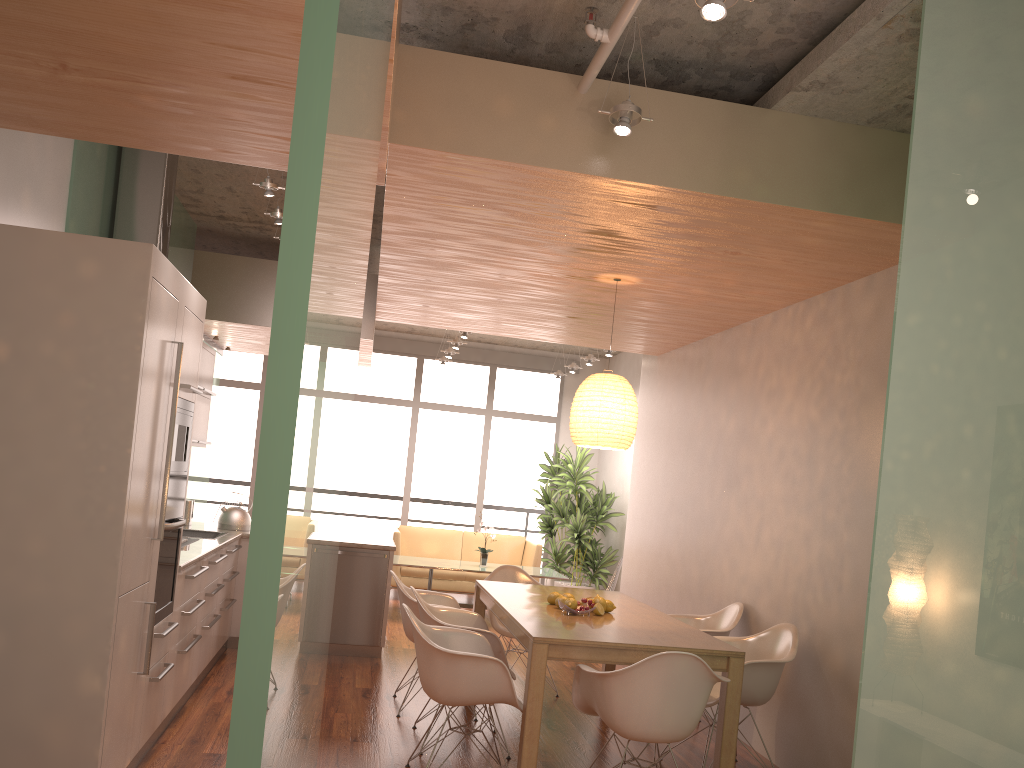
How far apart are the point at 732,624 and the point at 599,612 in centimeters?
118cm

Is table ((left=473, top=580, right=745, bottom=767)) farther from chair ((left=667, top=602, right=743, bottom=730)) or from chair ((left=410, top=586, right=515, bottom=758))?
chair ((left=667, top=602, right=743, bottom=730))

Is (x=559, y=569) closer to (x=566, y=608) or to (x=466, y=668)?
(x=566, y=608)

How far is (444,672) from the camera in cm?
397

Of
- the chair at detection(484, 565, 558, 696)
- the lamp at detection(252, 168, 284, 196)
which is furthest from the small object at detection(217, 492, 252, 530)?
the lamp at detection(252, 168, 284, 196)

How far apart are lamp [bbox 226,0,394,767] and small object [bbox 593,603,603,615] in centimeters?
359cm

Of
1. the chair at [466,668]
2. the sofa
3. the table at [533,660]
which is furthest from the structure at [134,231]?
the sofa

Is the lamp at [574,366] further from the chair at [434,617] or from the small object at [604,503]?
the chair at [434,617]

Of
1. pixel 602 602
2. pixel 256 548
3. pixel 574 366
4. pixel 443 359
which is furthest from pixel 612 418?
pixel 443 359

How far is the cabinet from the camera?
3.3 meters
